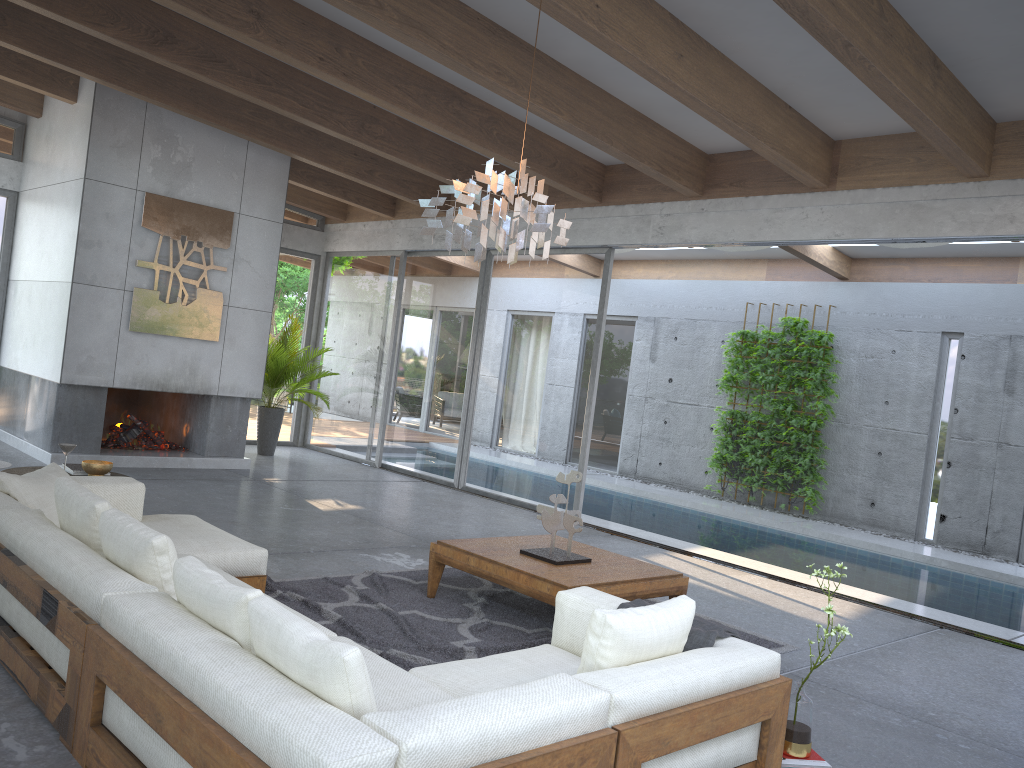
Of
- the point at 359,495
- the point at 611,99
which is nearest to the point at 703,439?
the point at 359,495

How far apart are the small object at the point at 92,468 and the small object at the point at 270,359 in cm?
511

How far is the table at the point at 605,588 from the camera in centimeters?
463cm

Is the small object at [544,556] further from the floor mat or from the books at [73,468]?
the books at [73,468]

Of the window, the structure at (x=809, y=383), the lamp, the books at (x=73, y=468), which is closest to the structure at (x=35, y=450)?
the window

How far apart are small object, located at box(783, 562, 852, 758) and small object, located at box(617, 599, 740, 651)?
0.3m

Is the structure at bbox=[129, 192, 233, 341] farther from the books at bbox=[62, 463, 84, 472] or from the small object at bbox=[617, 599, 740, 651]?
the small object at bbox=[617, 599, 740, 651]

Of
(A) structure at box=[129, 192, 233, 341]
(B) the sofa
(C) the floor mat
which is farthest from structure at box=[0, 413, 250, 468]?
(C) the floor mat

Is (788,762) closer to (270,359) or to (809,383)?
(809,383)

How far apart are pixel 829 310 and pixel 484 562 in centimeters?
786cm
